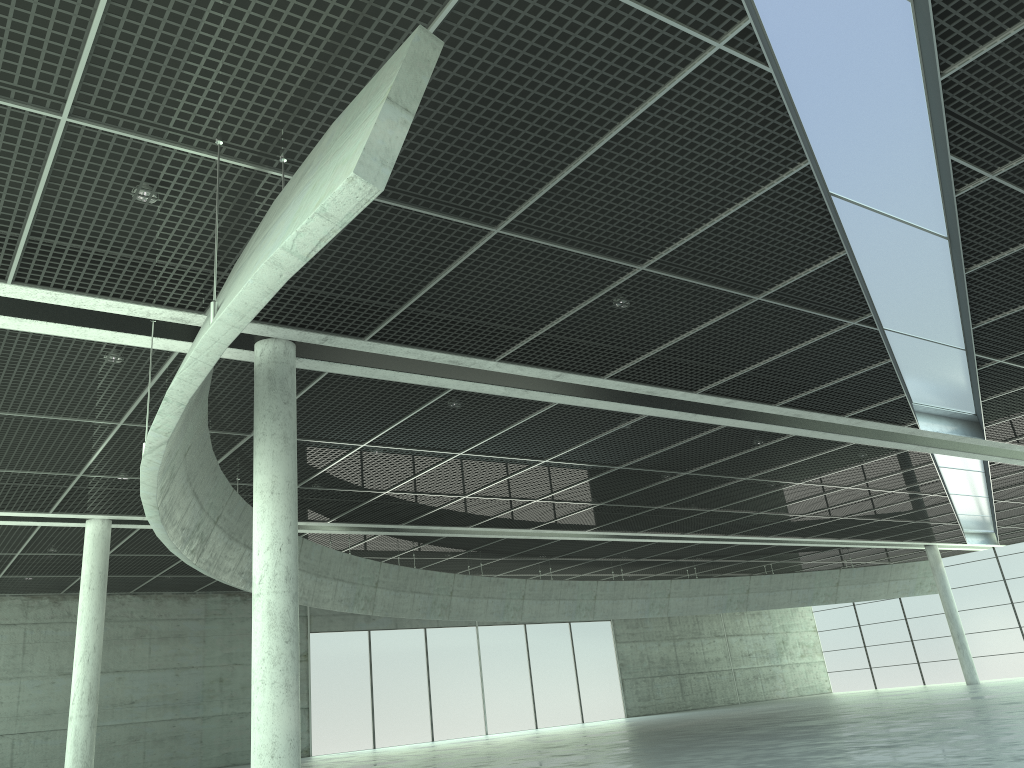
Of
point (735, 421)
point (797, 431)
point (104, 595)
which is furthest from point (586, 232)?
point (104, 595)
